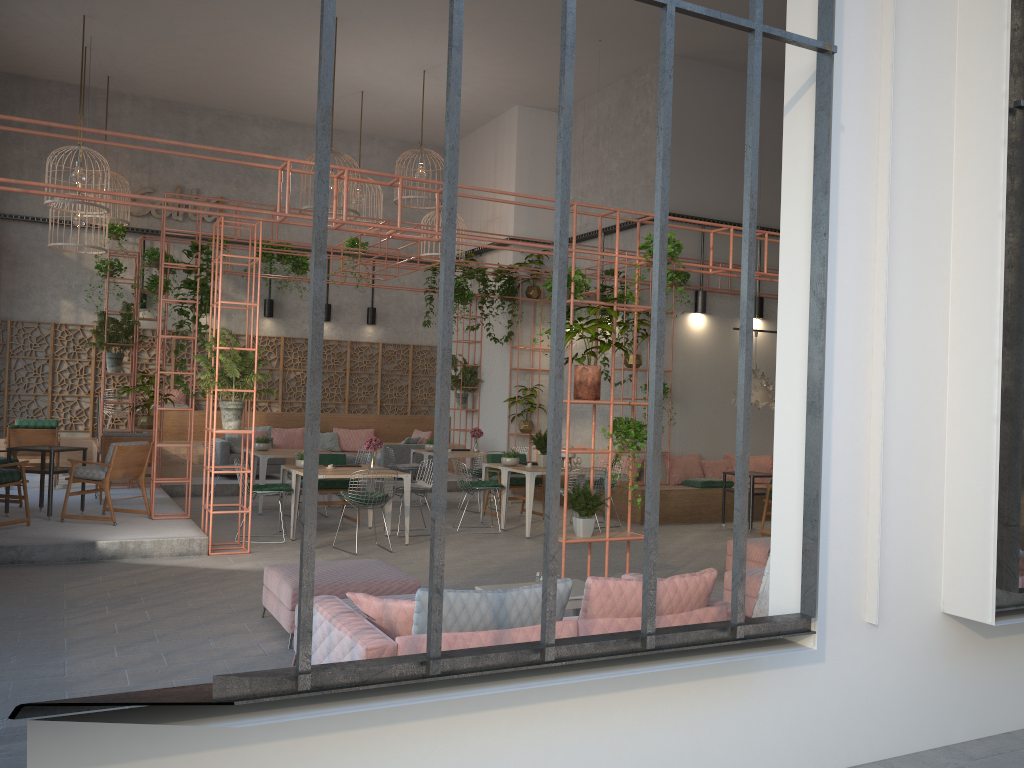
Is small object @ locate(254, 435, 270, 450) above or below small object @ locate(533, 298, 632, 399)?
below

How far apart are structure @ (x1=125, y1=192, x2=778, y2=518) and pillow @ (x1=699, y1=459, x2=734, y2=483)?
2.88m

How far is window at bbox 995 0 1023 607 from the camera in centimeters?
447cm

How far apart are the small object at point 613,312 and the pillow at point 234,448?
8.81m

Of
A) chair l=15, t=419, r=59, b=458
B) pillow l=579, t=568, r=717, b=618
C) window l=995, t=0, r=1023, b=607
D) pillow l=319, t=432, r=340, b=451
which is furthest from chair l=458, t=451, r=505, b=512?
window l=995, t=0, r=1023, b=607

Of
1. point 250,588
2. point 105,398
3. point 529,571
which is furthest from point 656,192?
point 105,398

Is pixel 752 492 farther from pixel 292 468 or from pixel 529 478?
pixel 292 468

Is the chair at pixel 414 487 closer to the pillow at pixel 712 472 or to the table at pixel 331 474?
the table at pixel 331 474

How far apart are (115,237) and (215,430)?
8.2 meters

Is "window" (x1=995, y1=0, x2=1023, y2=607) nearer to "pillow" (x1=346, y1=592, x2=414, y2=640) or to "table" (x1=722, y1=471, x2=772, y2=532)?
"pillow" (x1=346, y1=592, x2=414, y2=640)
